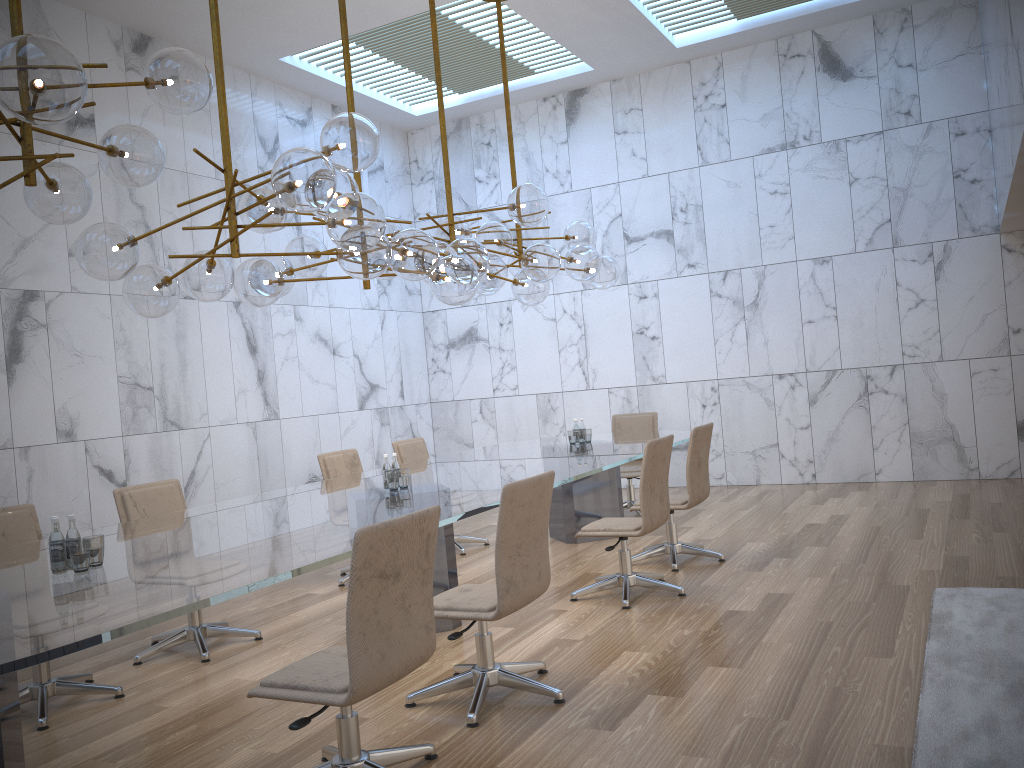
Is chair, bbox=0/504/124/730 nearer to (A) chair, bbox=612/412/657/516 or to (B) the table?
(B) the table

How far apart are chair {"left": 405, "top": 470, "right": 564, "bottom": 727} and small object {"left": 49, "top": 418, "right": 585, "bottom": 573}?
1.3 meters

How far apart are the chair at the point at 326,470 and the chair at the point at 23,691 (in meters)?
2.15

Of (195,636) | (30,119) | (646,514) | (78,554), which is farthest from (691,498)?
(30,119)

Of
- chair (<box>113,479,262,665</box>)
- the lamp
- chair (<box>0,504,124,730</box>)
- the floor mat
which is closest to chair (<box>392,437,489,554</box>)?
the lamp

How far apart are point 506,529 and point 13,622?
1.84m

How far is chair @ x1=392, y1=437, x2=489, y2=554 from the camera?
7.8m

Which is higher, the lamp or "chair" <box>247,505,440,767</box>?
the lamp

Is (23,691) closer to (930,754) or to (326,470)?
(326,470)

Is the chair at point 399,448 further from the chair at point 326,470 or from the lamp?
the lamp
